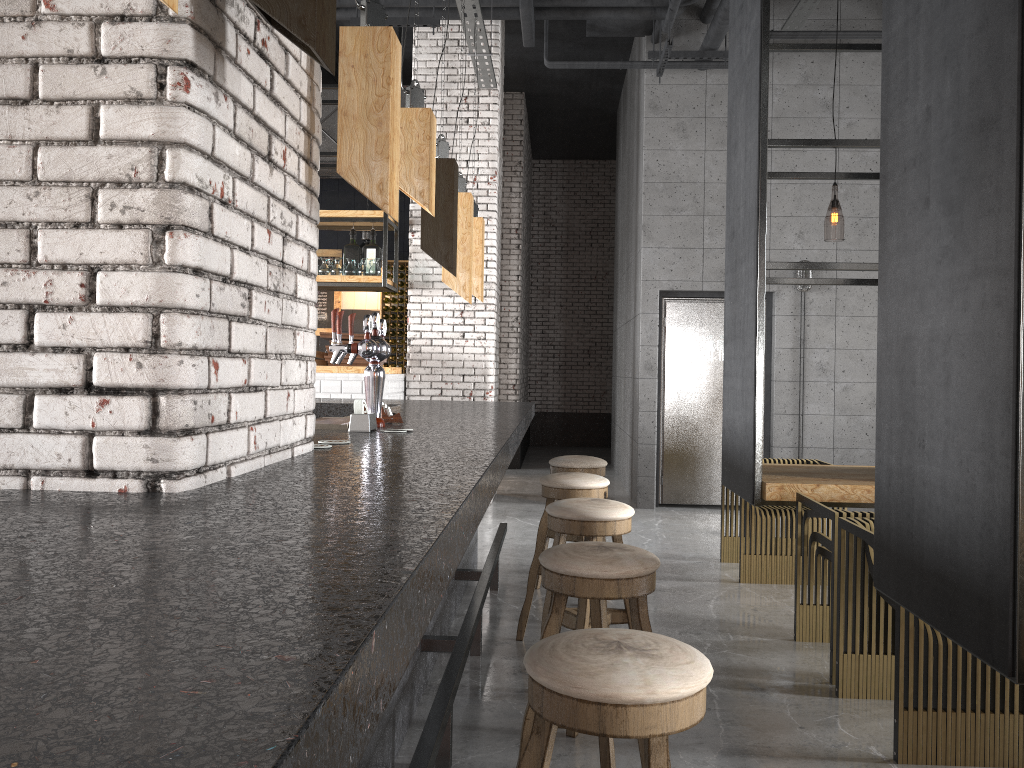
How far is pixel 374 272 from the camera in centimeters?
817cm

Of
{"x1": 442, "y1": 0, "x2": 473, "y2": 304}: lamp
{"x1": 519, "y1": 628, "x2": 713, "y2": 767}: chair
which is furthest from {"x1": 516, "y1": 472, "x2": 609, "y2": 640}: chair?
{"x1": 519, "y1": 628, "x2": 713, "y2": 767}: chair

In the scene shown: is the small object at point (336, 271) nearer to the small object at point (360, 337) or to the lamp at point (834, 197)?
the small object at point (360, 337)

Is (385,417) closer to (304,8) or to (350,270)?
(304,8)

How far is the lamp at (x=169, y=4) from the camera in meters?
0.9 m

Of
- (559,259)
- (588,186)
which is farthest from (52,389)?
(588,186)

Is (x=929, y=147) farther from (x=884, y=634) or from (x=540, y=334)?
(x=540, y=334)

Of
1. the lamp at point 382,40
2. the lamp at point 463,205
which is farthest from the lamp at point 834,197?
the lamp at point 382,40

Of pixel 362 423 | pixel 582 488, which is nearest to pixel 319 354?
pixel 582 488

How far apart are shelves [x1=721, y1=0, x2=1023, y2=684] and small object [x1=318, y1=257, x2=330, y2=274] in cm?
426
